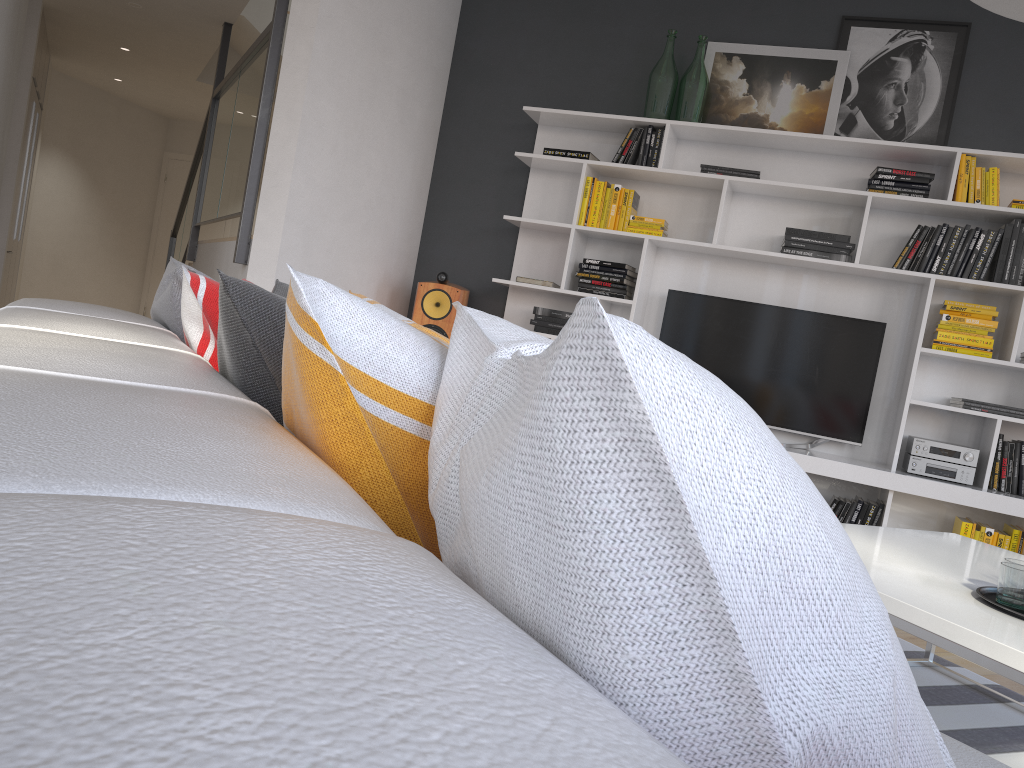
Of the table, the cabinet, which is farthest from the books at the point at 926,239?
the cabinet

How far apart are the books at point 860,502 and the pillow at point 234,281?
3.59m

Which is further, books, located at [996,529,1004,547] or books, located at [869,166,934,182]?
books, located at [869,166,934,182]

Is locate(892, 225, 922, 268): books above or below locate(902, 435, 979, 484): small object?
above

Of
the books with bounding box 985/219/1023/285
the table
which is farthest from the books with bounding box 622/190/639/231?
the table

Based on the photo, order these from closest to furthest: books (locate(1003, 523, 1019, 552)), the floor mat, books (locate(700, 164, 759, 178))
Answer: the floor mat
books (locate(1003, 523, 1019, 552))
books (locate(700, 164, 759, 178))

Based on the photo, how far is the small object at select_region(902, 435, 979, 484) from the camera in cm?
415

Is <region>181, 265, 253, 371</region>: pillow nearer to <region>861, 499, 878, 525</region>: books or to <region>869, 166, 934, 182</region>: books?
<region>861, 499, 878, 525</region>: books

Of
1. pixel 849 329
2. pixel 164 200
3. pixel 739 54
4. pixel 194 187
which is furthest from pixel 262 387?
pixel 164 200

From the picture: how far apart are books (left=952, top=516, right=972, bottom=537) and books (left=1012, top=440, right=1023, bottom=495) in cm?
27
